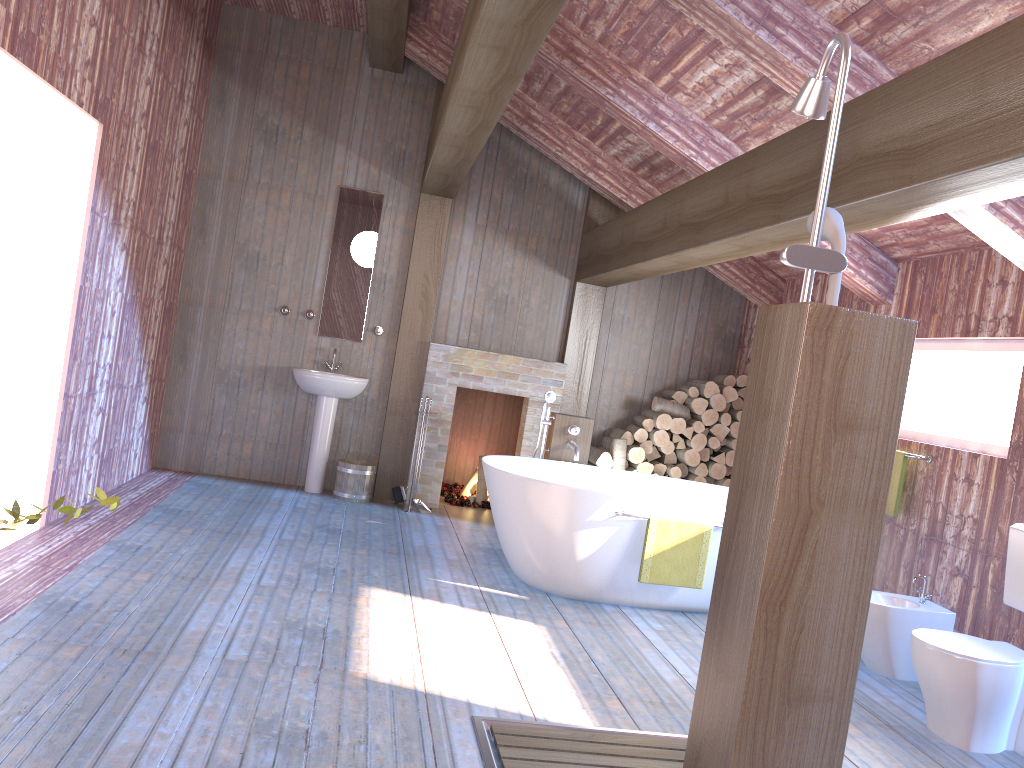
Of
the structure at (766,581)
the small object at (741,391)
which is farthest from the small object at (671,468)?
the structure at (766,581)

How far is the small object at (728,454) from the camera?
7.14m

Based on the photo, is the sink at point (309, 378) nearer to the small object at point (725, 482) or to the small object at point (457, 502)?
the small object at point (457, 502)

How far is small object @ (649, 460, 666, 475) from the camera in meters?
7.1 m

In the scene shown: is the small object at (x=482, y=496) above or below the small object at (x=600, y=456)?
below

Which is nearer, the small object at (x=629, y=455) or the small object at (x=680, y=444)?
the small object at (x=629, y=455)

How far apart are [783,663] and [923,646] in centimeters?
206cm

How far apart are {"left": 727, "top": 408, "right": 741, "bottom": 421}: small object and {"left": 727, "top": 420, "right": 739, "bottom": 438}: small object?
0.1m

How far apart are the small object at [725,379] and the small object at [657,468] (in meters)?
0.86

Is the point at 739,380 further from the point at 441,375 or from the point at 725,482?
the point at 441,375
